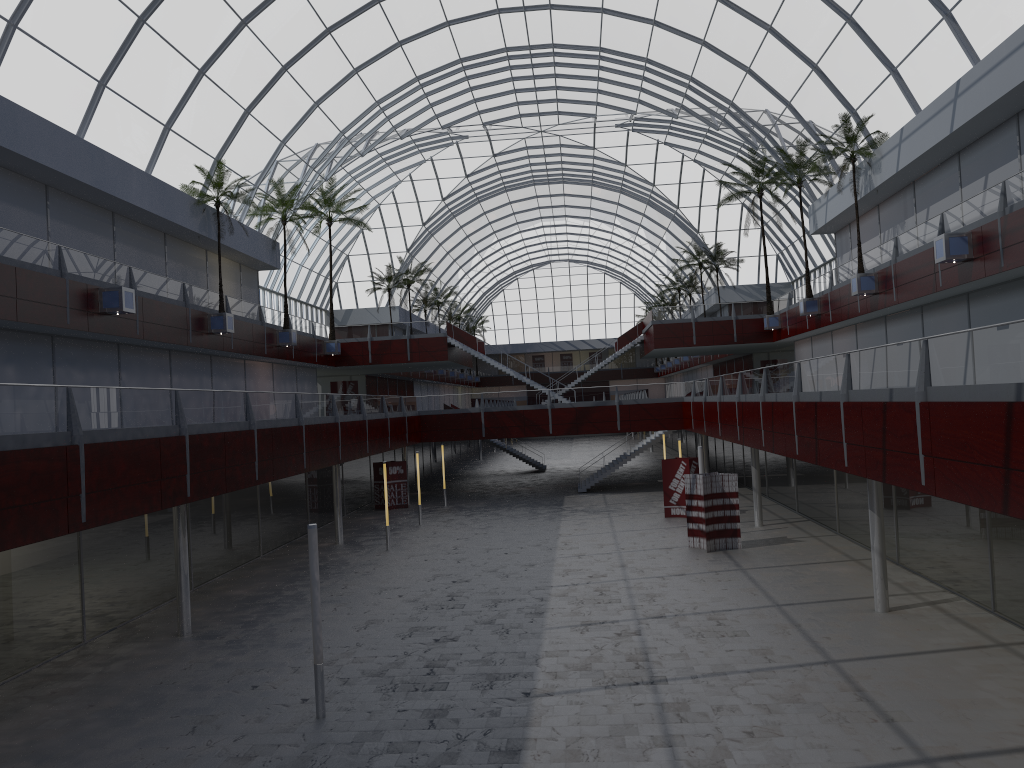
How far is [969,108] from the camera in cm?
3281

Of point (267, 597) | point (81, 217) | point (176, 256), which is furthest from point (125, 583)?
point (176, 256)
